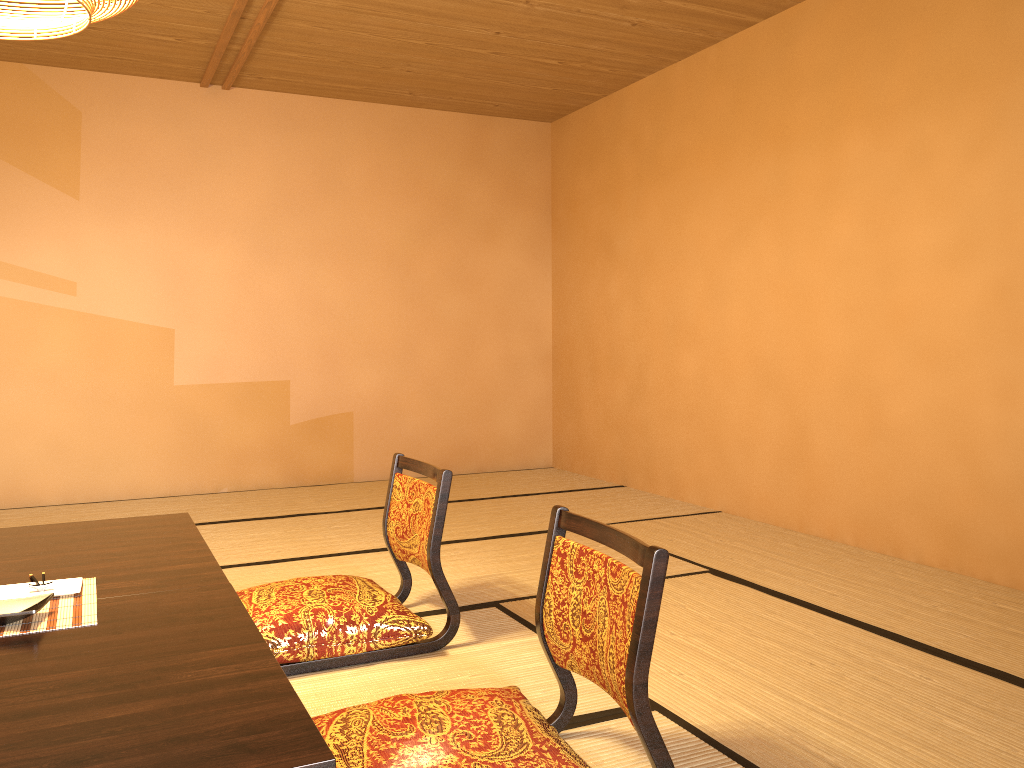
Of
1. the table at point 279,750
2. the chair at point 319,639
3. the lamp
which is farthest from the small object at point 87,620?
the lamp

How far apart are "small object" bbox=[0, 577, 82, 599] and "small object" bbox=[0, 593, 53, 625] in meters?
0.1

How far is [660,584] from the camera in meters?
1.6 m

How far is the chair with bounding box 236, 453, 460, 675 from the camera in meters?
2.5 m

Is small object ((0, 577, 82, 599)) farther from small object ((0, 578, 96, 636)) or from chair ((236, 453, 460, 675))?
chair ((236, 453, 460, 675))

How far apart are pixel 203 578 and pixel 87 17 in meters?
1.4

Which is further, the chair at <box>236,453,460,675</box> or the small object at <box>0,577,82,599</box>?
the chair at <box>236,453,460,675</box>

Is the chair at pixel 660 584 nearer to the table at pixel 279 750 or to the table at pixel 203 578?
the table at pixel 279 750

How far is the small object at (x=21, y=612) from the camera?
1.8 meters

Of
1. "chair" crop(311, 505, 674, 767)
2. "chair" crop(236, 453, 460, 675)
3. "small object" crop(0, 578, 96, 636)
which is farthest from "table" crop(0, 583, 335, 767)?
"chair" crop(236, 453, 460, 675)
